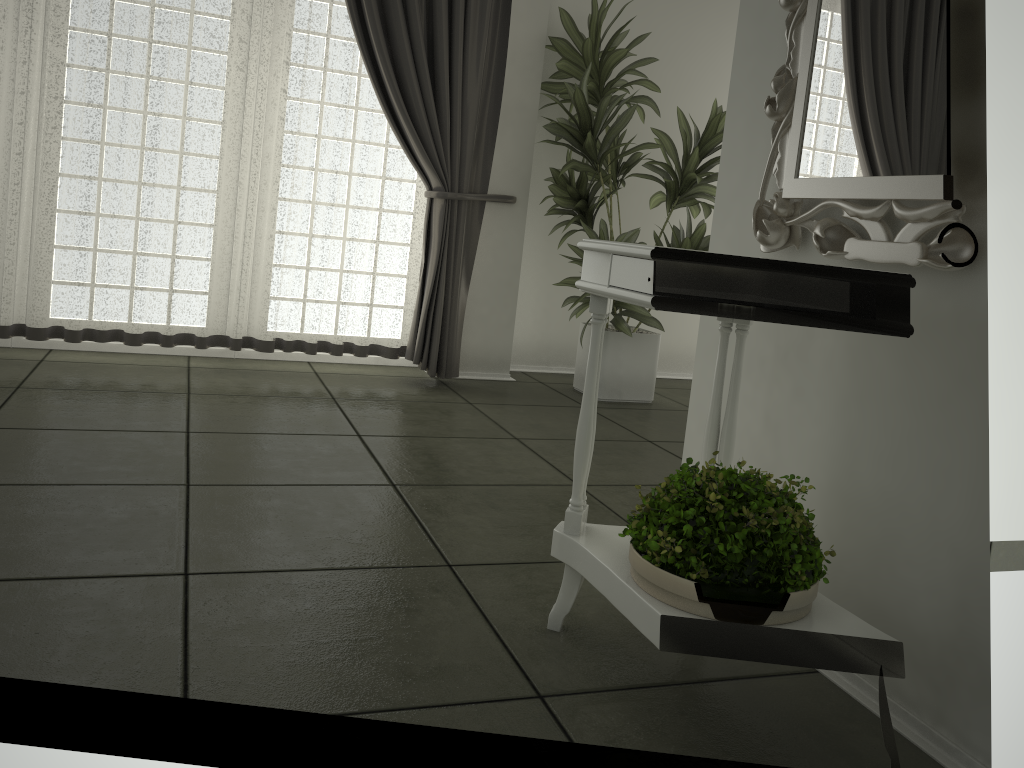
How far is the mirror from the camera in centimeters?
152cm

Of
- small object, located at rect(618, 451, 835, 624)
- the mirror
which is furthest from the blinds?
small object, located at rect(618, 451, 835, 624)

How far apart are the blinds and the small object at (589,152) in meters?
0.3

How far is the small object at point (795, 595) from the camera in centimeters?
148cm

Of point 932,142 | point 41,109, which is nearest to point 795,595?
point 932,142

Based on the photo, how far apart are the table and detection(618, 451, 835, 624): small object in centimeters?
1cm

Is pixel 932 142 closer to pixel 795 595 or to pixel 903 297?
pixel 903 297

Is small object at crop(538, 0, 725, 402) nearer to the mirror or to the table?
the mirror

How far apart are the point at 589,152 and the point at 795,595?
3.1m

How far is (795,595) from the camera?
1.48m
